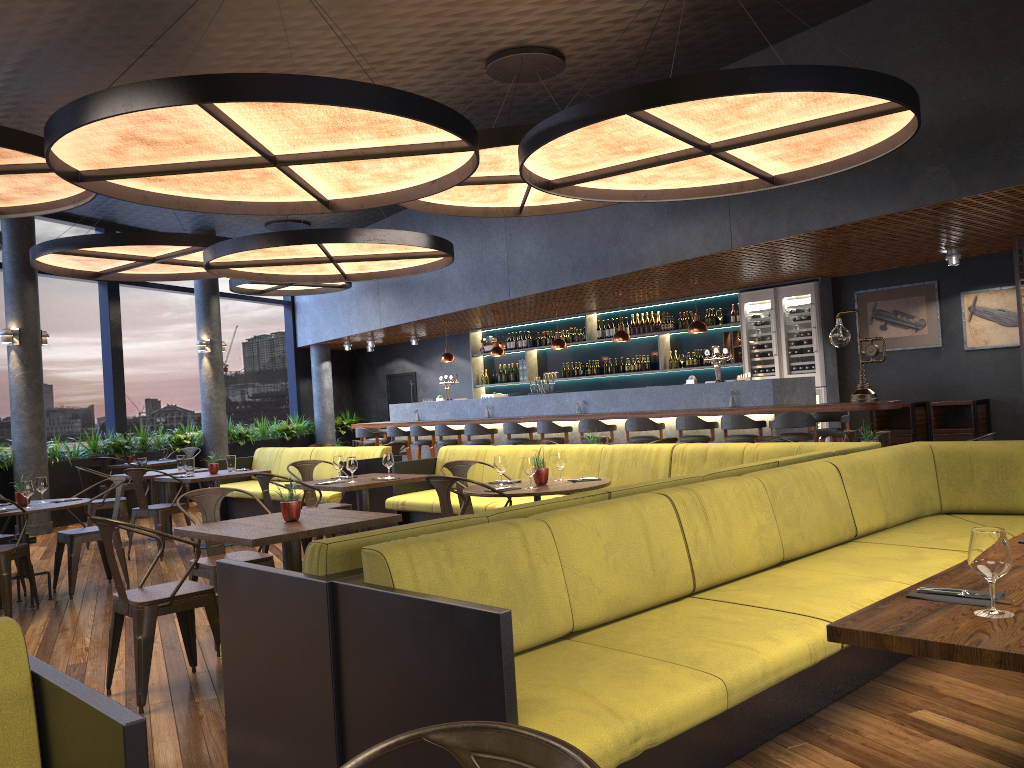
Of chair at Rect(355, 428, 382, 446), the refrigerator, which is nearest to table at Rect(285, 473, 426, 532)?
the refrigerator

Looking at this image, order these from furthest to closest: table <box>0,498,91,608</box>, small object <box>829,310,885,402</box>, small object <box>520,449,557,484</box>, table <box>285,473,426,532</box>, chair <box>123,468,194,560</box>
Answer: small object <box>829,310,885,402</box>, chair <box>123,468,194,560</box>, table <box>285,473,426,532</box>, table <box>0,498,91,608</box>, small object <box>520,449,557,484</box>

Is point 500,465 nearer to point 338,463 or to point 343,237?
point 338,463

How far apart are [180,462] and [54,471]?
3.00m

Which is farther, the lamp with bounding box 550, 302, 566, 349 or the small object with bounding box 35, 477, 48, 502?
the lamp with bounding box 550, 302, 566, 349

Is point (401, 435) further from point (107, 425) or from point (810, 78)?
point (810, 78)

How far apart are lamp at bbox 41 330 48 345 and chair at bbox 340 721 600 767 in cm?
1221

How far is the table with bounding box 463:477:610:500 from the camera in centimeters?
557cm

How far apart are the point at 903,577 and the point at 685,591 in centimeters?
103cm

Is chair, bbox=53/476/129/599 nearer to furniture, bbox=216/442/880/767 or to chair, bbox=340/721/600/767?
furniture, bbox=216/442/880/767
